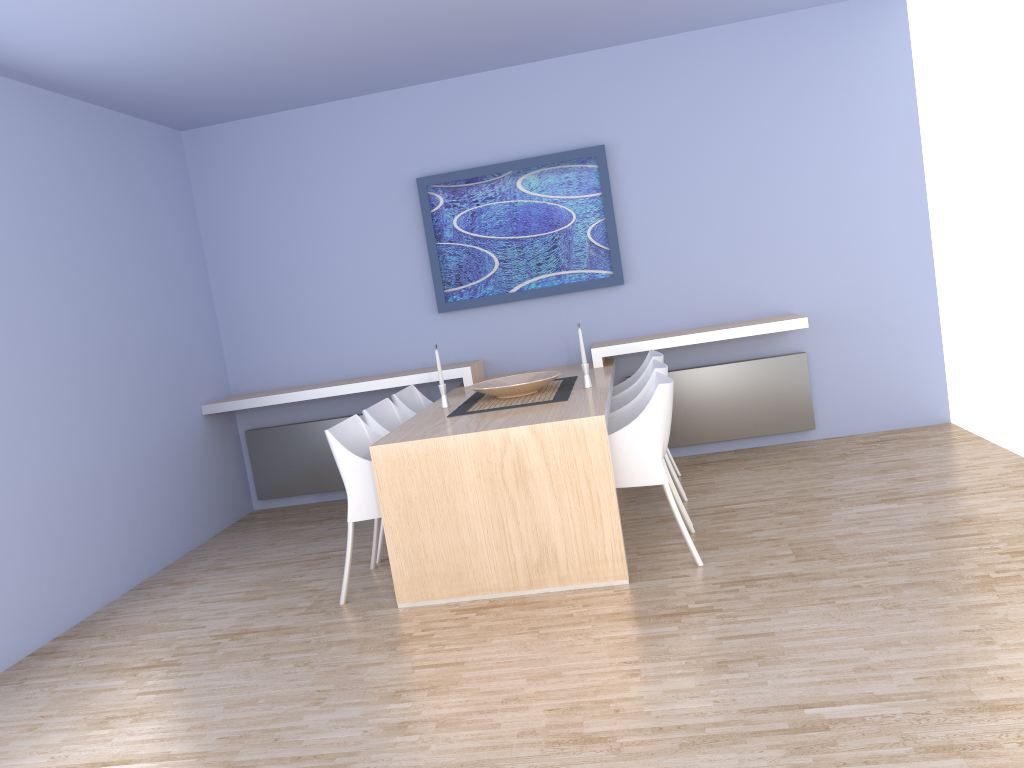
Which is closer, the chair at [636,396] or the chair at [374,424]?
the chair at [636,396]

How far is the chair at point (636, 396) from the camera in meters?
4.3 m

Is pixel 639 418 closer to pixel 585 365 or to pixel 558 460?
pixel 558 460

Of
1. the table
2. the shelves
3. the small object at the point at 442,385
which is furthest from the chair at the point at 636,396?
the small object at the point at 442,385

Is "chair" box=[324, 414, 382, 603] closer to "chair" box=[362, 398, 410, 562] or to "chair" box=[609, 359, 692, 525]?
"chair" box=[362, 398, 410, 562]

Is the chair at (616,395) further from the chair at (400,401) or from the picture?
the chair at (400,401)

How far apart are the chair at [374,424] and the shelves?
0.71m

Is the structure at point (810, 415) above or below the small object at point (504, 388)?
below

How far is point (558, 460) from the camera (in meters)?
3.66

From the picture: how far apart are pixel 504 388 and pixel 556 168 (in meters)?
1.91
